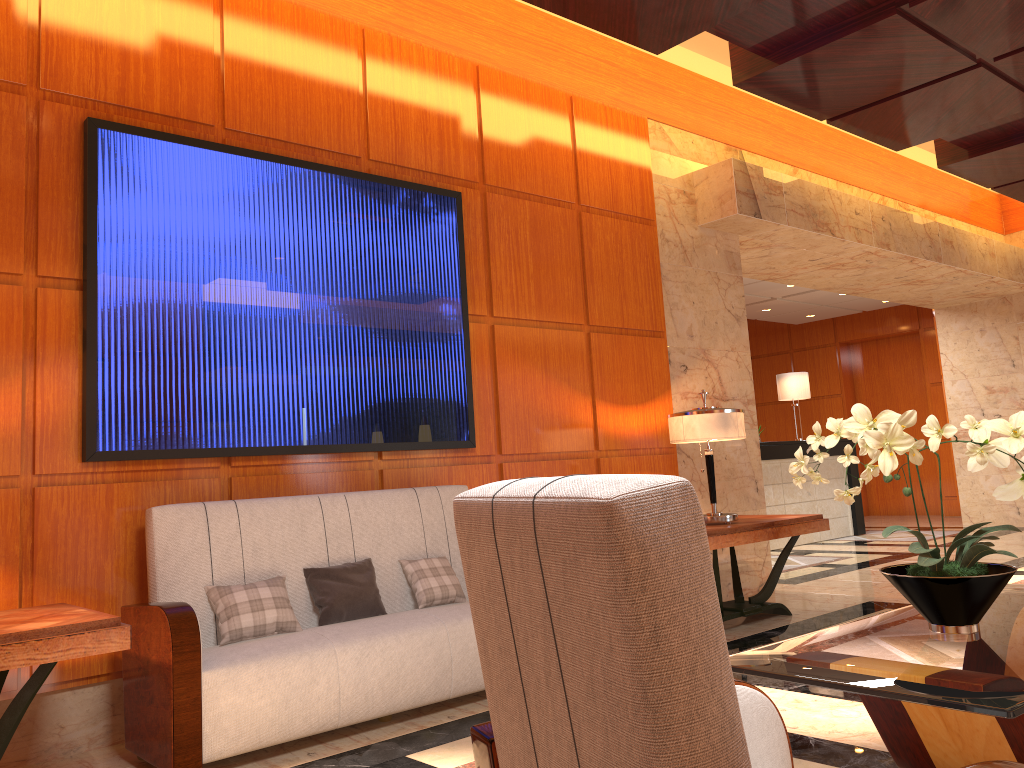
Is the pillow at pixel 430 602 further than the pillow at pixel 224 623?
Yes

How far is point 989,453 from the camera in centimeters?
224cm

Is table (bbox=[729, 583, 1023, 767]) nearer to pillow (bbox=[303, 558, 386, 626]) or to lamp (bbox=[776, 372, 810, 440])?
pillow (bbox=[303, 558, 386, 626])

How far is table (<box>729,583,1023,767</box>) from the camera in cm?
180

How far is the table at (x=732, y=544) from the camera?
4.92m

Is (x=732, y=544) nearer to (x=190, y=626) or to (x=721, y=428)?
(x=721, y=428)

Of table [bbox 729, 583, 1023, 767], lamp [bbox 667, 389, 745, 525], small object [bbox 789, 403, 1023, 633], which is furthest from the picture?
table [bbox 729, 583, 1023, 767]

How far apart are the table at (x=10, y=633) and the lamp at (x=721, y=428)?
3.3m

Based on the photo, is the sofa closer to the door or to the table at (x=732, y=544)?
the table at (x=732, y=544)

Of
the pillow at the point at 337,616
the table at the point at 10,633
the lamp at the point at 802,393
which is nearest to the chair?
the table at the point at 10,633
